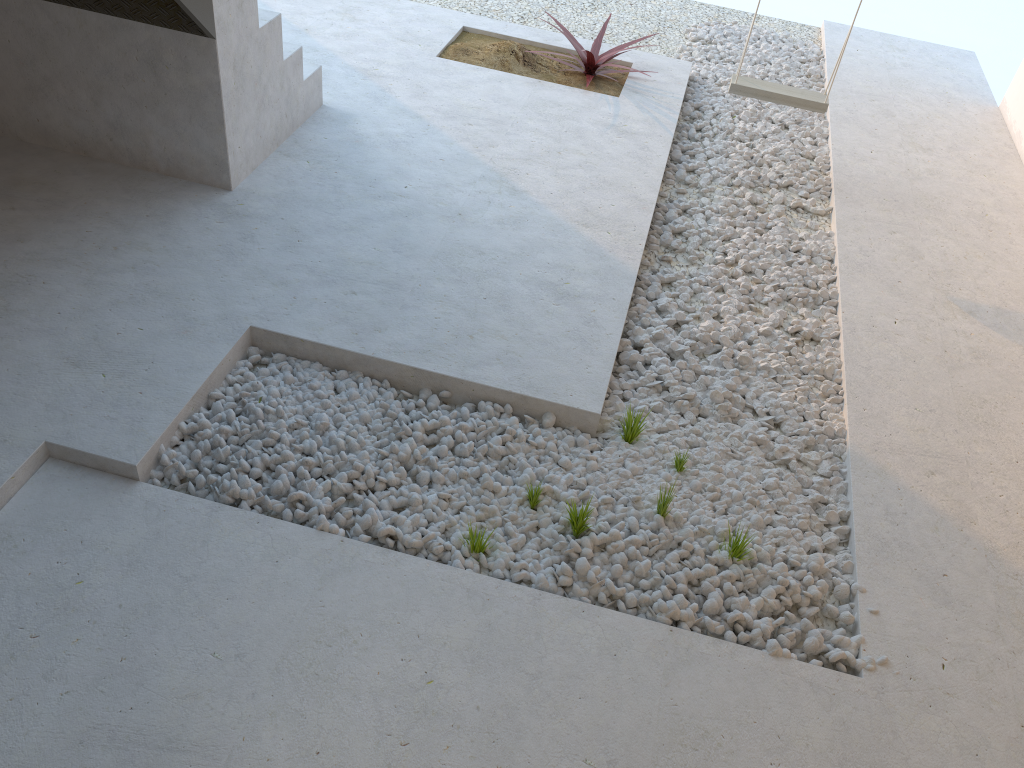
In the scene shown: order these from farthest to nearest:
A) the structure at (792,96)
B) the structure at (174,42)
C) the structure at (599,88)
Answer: the structure at (599,88) < the structure at (792,96) < the structure at (174,42)

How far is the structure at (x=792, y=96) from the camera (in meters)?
4.24

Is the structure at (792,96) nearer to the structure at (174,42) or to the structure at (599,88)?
the structure at (599,88)

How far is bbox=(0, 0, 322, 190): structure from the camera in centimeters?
326cm

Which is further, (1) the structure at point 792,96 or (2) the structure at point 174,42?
(1) the structure at point 792,96

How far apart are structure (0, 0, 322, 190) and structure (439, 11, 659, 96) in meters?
1.0

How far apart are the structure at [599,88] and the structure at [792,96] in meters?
0.8 m

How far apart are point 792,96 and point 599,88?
1.2 meters

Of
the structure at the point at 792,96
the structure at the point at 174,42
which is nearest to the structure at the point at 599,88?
the structure at the point at 792,96

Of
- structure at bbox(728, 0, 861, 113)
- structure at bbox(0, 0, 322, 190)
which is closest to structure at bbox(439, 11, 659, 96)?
structure at bbox(728, 0, 861, 113)
